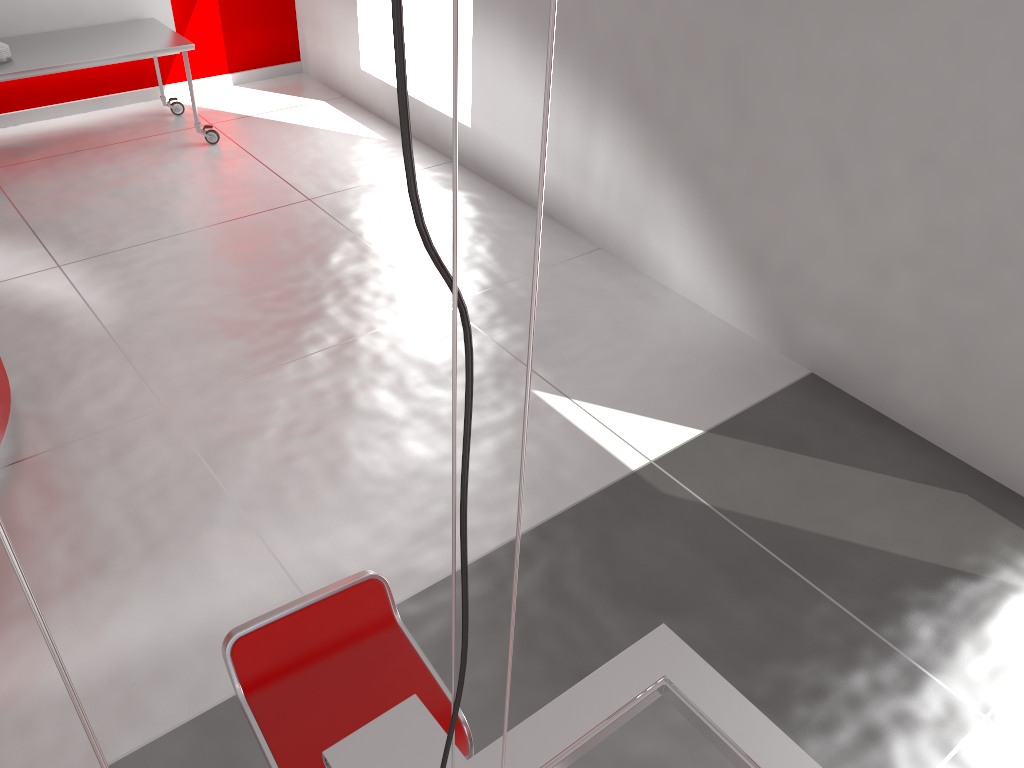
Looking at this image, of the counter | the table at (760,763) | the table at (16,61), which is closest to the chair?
the table at (760,763)

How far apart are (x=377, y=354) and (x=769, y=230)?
2.0 meters

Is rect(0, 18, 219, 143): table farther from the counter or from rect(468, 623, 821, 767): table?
rect(468, 623, 821, 767): table

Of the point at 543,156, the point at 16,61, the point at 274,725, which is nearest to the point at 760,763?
the point at 274,725

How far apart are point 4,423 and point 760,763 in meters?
3.2

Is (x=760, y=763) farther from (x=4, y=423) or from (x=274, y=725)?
(x=4, y=423)

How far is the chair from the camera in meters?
1.9

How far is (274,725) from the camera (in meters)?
1.89

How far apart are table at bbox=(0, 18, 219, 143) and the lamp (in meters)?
5.61

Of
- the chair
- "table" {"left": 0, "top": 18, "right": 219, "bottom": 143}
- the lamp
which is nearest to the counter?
the chair
